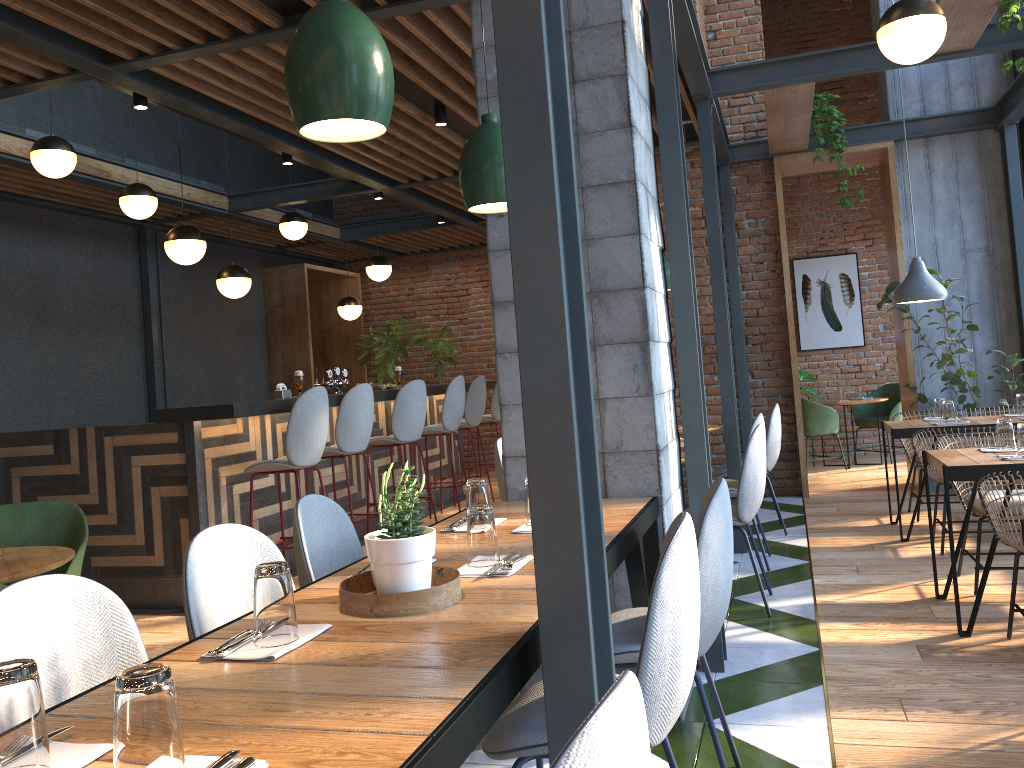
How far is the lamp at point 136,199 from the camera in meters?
6.4 m

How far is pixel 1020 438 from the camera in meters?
3.8

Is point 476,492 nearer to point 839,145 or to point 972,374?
point 972,374

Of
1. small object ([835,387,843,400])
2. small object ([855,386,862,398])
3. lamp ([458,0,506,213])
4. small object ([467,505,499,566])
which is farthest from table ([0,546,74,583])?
small object ([855,386,862,398])

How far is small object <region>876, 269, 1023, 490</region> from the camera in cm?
655

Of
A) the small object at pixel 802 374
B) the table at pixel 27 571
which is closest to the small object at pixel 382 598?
the table at pixel 27 571

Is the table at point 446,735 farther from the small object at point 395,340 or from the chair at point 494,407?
the small object at point 395,340

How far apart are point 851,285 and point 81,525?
8.73m

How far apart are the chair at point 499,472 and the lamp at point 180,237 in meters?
2.6 m

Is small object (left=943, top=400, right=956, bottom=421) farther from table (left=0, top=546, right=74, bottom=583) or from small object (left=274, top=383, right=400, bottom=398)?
table (left=0, top=546, right=74, bottom=583)
